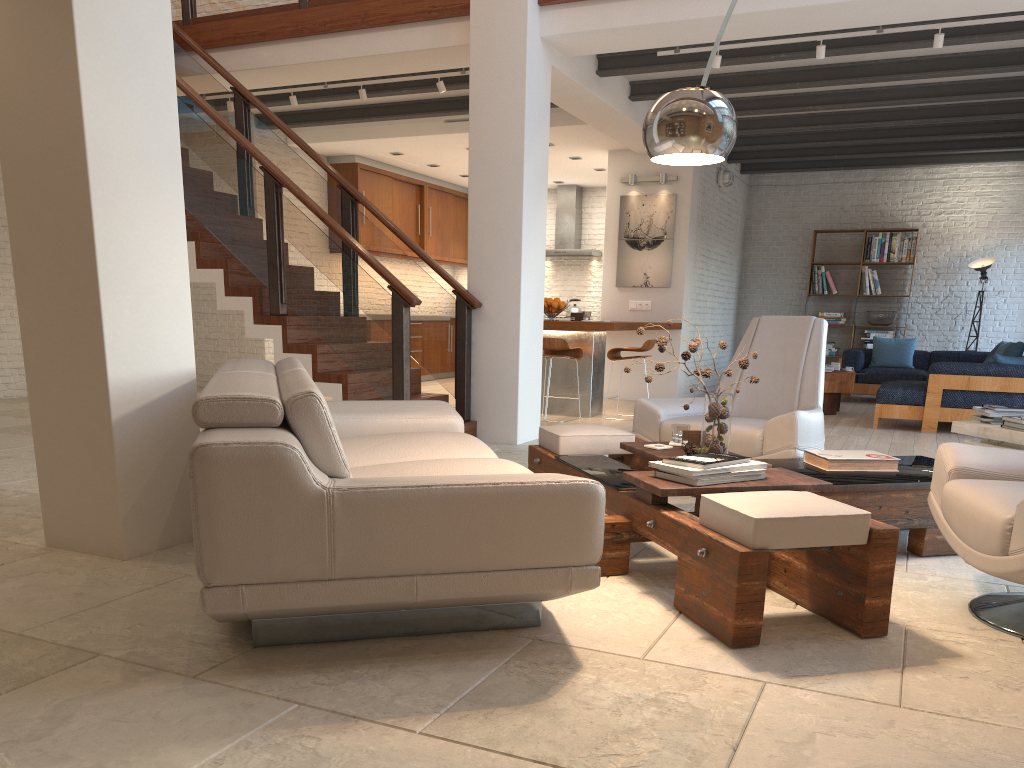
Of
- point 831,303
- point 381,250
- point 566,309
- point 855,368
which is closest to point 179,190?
point 381,250

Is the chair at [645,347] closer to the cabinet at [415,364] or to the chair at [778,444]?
the chair at [778,444]

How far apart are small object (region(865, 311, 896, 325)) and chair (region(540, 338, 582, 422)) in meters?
5.8

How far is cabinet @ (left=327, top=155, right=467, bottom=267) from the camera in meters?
11.5 m

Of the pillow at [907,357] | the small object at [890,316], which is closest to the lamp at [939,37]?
the pillow at [907,357]

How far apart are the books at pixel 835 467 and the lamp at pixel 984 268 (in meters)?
8.94

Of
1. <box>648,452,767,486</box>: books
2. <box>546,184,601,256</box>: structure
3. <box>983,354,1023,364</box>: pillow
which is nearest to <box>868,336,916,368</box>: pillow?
<box>983,354,1023,364</box>: pillow

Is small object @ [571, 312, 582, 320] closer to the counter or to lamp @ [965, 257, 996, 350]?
the counter

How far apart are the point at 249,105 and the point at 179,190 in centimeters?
424cm

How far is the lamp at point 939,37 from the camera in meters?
6.1 m
